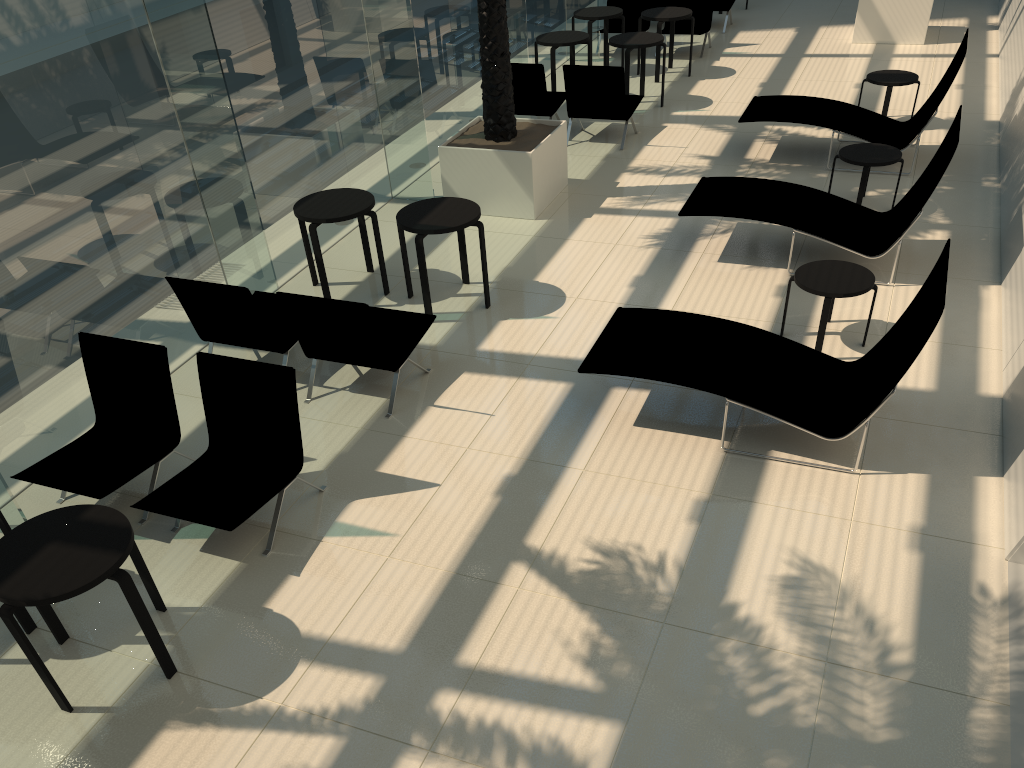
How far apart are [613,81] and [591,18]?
3.0 meters

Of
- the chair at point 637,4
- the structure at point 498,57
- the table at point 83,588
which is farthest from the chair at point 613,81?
the table at point 83,588

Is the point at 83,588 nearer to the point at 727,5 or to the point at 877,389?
the point at 877,389

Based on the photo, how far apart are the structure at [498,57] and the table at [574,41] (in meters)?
2.60

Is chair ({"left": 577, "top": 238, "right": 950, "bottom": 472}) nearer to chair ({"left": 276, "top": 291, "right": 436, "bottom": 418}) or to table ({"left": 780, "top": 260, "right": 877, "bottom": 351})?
table ({"left": 780, "top": 260, "right": 877, "bottom": 351})

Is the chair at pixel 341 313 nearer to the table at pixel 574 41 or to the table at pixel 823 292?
the table at pixel 823 292

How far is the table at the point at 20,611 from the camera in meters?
4.6

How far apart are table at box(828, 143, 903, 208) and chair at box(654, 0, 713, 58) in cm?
599

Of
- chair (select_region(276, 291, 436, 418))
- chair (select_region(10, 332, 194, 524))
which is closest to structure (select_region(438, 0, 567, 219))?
chair (select_region(276, 291, 436, 418))

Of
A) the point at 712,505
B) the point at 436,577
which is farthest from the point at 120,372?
the point at 712,505
